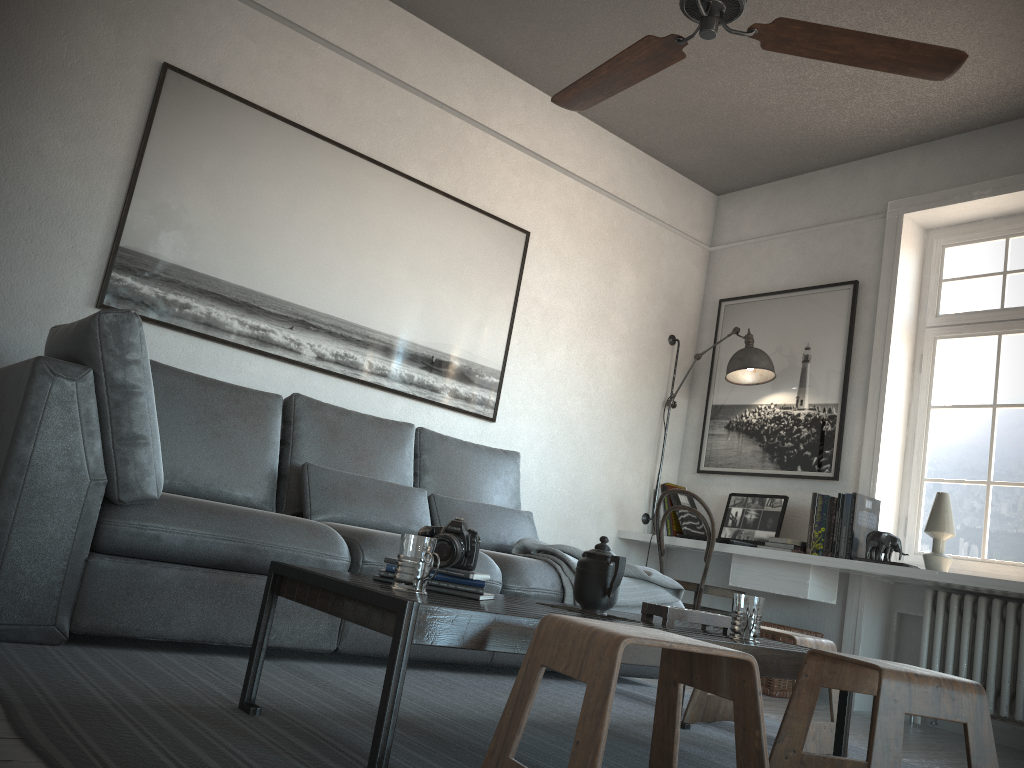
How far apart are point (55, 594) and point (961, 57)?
2.7m

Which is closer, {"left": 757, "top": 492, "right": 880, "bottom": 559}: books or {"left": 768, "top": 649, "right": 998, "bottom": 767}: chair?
{"left": 768, "top": 649, "right": 998, "bottom": 767}: chair

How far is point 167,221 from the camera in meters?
3.6 m

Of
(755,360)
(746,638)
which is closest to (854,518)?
(755,360)

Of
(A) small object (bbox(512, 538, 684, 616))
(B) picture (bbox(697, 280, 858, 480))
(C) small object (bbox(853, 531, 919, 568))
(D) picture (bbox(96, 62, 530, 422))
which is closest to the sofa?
(A) small object (bbox(512, 538, 684, 616))

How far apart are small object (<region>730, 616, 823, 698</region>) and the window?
0.9m

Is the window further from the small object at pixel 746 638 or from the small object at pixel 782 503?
the small object at pixel 746 638

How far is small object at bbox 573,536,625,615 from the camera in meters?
2.2 m

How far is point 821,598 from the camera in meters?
4.2

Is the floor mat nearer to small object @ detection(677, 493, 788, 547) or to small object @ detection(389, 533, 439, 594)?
small object @ detection(389, 533, 439, 594)
